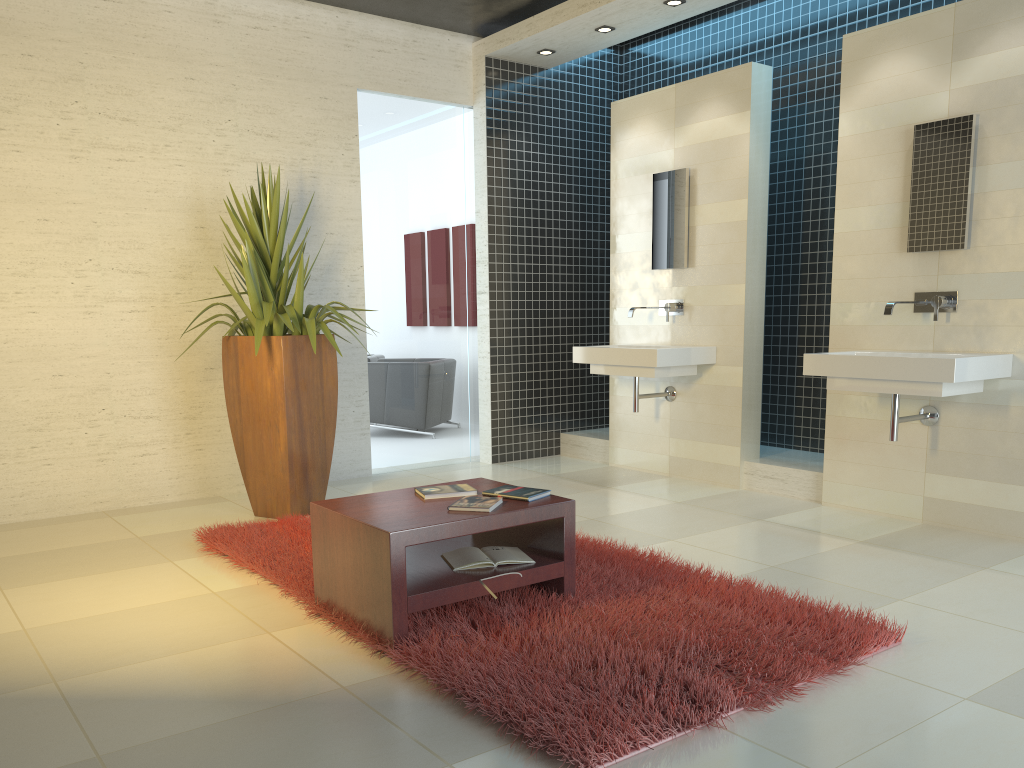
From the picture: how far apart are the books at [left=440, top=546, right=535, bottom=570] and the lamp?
4.2m

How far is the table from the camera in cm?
306

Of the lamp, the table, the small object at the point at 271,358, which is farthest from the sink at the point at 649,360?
the table

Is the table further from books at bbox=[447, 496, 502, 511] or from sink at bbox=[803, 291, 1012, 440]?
sink at bbox=[803, 291, 1012, 440]

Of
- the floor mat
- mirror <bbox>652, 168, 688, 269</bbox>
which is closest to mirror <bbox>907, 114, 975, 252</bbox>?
mirror <bbox>652, 168, 688, 269</bbox>

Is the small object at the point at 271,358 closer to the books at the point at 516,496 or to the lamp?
the books at the point at 516,496

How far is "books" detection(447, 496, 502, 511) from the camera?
3.31m

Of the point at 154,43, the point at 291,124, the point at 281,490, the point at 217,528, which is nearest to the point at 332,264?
the point at 291,124

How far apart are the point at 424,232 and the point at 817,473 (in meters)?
3.42

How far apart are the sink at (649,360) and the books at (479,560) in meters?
2.5
